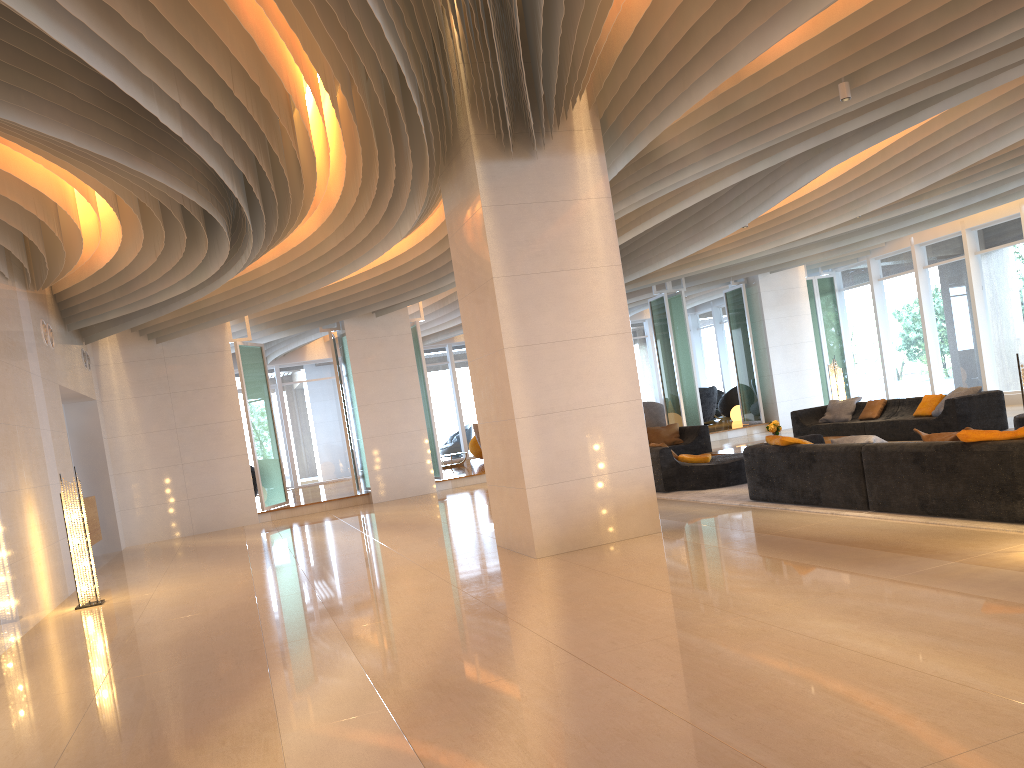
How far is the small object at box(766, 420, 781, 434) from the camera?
13.3 meters

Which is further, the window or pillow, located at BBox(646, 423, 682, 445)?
the window

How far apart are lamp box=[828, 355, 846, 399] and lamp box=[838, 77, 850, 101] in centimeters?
922cm

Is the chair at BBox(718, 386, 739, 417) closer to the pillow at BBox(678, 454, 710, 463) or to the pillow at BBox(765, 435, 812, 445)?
the pillow at BBox(678, 454, 710, 463)

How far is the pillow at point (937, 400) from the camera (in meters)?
13.08

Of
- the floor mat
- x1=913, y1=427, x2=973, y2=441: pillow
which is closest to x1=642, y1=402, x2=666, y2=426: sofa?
the floor mat

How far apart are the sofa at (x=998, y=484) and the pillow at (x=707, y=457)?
2.0m

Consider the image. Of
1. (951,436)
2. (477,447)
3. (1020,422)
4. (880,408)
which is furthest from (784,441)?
(477,447)

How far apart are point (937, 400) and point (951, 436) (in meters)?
6.76

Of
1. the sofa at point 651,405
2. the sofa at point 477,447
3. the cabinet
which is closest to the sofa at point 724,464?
the sofa at point 651,405
